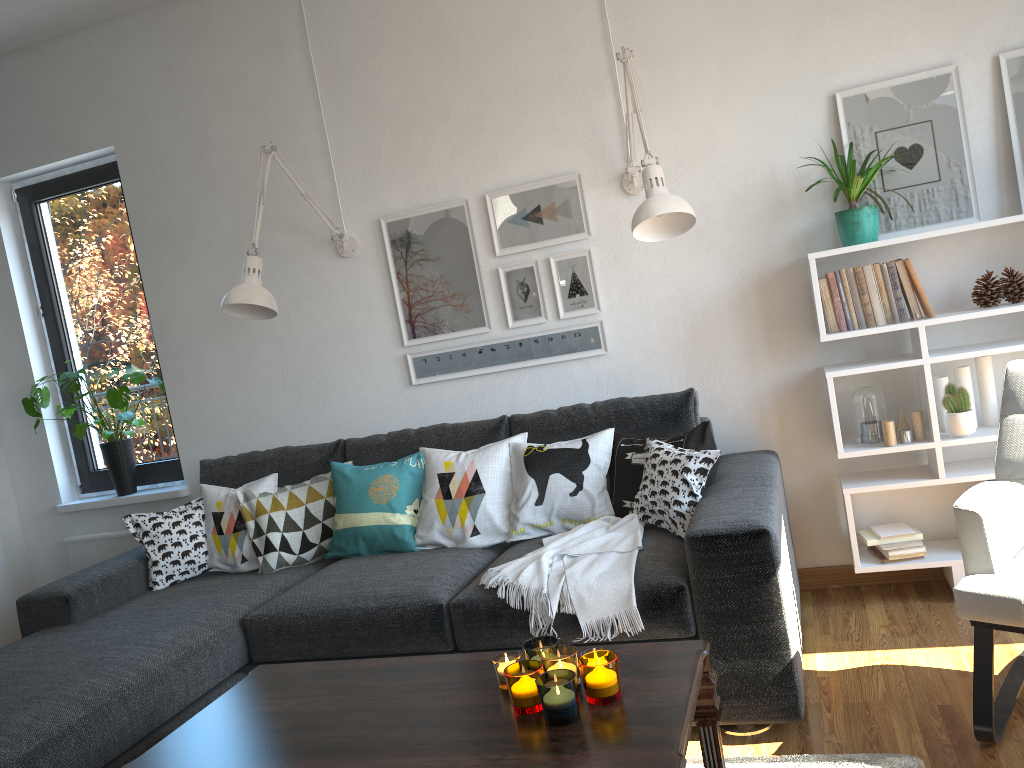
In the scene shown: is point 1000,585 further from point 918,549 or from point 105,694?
point 105,694

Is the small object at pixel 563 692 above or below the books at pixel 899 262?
below

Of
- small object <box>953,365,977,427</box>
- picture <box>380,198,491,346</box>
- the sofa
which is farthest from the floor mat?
picture <box>380,198,491,346</box>

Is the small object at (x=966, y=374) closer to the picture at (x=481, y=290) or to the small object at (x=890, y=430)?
the small object at (x=890, y=430)

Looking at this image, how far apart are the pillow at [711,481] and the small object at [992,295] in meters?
1.0 m

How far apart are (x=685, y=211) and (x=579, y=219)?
0.78m

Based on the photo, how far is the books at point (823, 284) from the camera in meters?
3.0

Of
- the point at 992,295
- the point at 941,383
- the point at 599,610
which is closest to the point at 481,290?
the point at 599,610

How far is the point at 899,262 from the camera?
2.9 meters

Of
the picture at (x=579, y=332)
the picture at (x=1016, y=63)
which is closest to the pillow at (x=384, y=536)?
the picture at (x=579, y=332)
